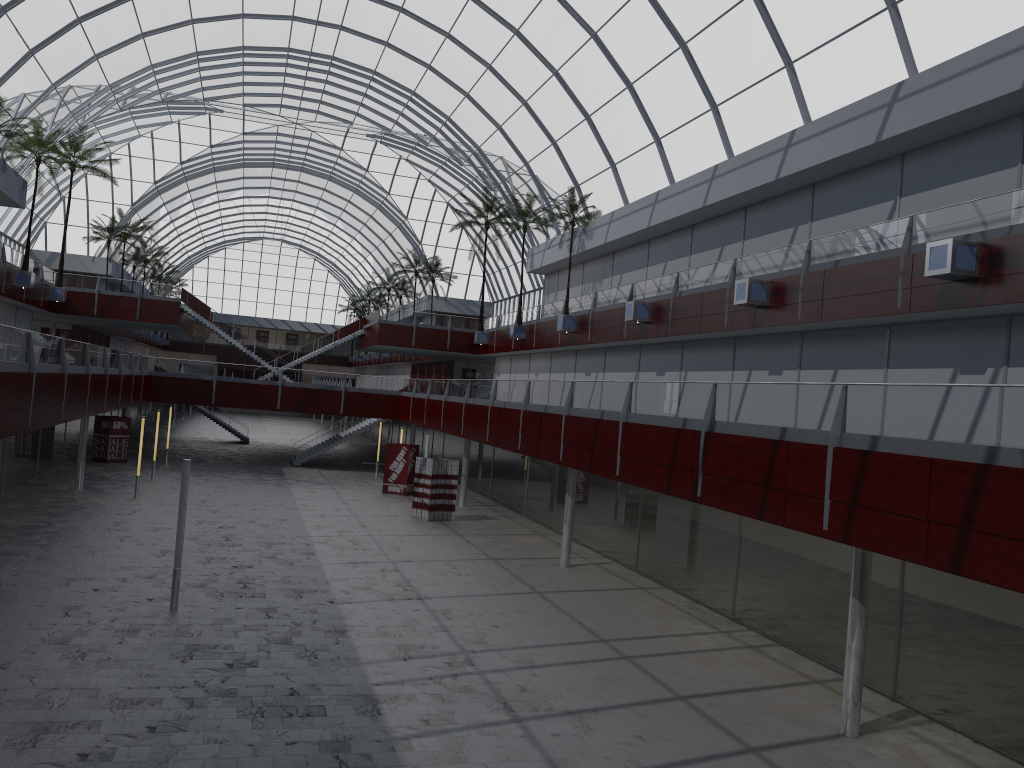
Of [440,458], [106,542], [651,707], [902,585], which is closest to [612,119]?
[440,458]

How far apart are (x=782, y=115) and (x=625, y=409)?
16.64m
